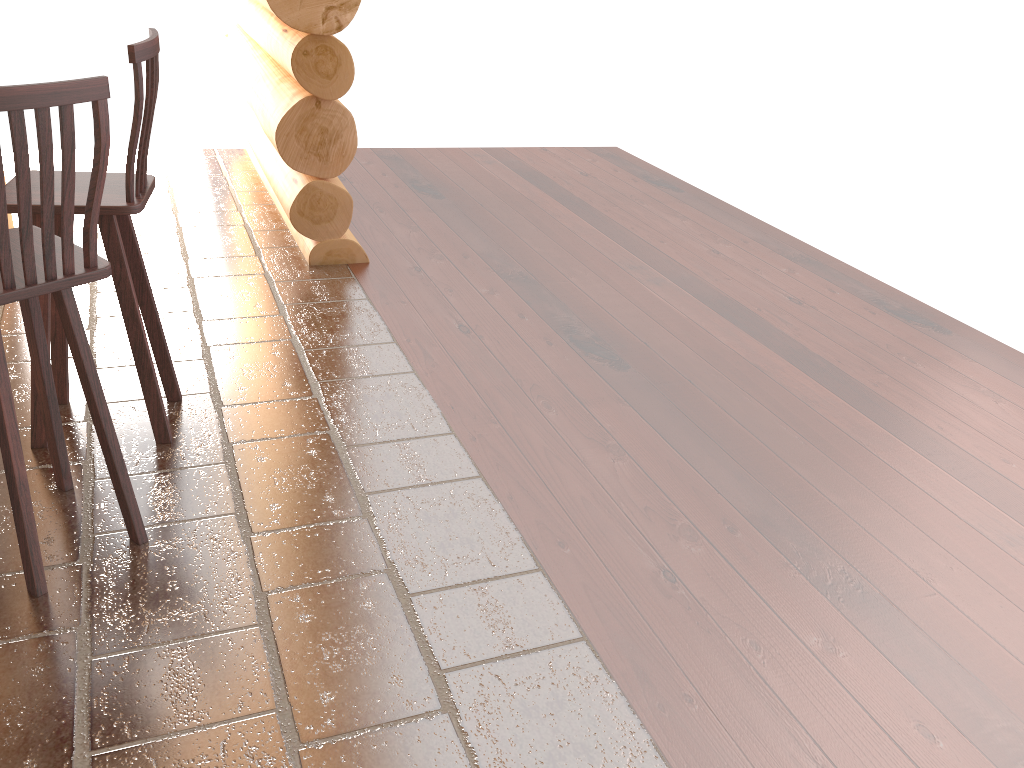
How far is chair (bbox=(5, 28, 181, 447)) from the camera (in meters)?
2.66

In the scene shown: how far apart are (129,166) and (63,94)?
0.7 meters

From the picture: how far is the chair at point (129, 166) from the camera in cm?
266

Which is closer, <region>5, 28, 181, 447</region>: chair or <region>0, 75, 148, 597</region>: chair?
<region>0, 75, 148, 597</region>: chair

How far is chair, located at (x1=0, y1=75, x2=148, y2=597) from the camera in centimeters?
194cm

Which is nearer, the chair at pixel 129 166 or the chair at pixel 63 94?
the chair at pixel 63 94

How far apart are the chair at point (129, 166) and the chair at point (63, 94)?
0.2 meters

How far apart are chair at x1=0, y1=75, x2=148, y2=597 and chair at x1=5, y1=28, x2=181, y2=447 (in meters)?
0.24
